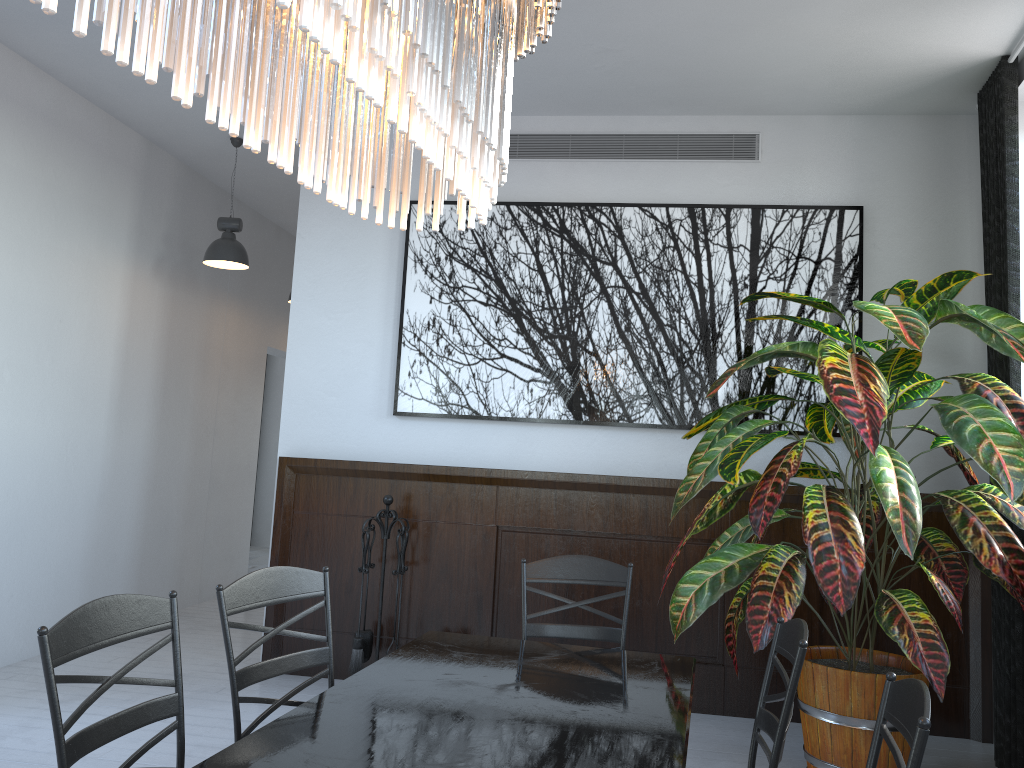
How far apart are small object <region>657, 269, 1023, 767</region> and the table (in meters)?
0.66

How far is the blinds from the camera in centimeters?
396cm

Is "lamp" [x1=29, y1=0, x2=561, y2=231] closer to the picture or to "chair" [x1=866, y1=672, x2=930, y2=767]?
"chair" [x1=866, y1=672, x2=930, y2=767]

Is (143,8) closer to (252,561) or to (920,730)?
(920,730)

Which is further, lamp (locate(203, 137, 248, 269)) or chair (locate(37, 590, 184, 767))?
lamp (locate(203, 137, 248, 269))

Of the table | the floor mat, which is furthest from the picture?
the floor mat

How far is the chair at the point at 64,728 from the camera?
1.7m

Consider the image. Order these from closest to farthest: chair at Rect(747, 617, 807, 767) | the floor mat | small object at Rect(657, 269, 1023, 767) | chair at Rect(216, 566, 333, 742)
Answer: chair at Rect(747, 617, 807, 767) < chair at Rect(216, 566, 333, 742) < small object at Rect(657, 269, 1023, 767) < the floor mat

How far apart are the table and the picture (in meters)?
2.17

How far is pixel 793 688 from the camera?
1.9 meters
